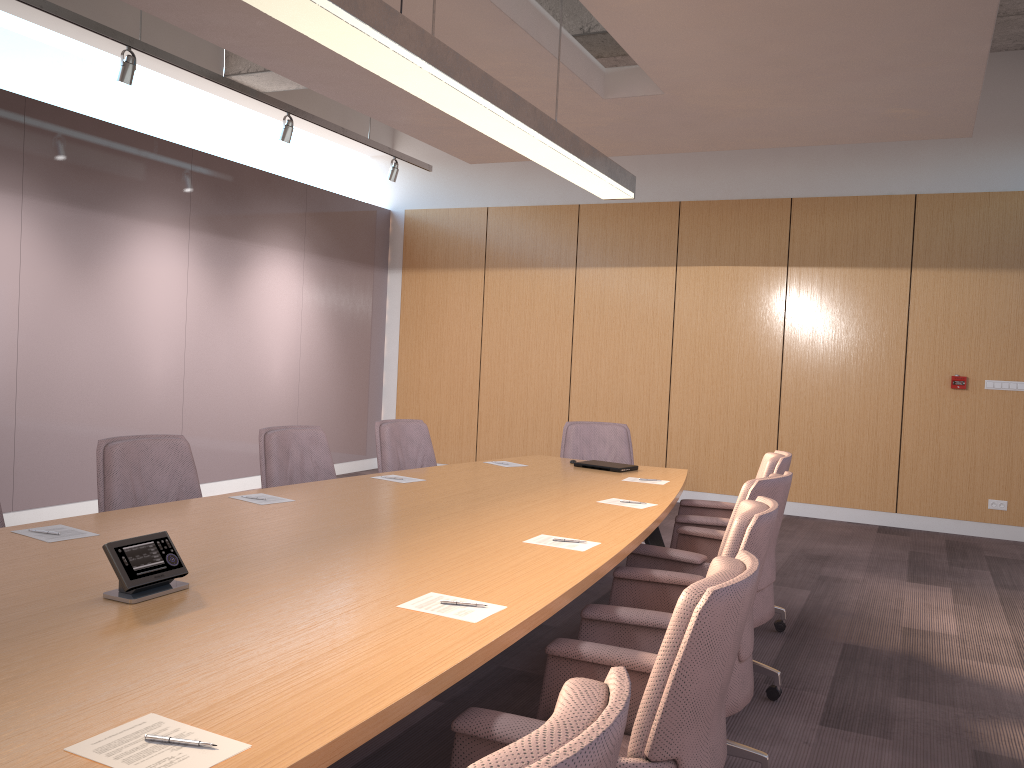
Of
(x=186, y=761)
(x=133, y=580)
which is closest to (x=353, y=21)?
(x=133, y=580)

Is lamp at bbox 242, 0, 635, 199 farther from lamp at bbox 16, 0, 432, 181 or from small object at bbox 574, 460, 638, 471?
lamp at bbox 16, 0, 432, 181

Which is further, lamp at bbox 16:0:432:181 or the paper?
lamp at bbox 16:0:432:181

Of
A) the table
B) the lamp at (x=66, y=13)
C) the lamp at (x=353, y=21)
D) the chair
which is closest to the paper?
the table

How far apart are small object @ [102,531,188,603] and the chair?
0.9 meters

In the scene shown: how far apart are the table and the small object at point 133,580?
0.0 meters

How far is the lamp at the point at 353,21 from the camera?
2.8m

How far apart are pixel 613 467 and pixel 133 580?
3.4m

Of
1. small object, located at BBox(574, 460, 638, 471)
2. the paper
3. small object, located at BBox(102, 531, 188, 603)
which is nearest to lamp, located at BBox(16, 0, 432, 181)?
the paper

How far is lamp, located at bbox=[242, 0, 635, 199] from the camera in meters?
2.8
